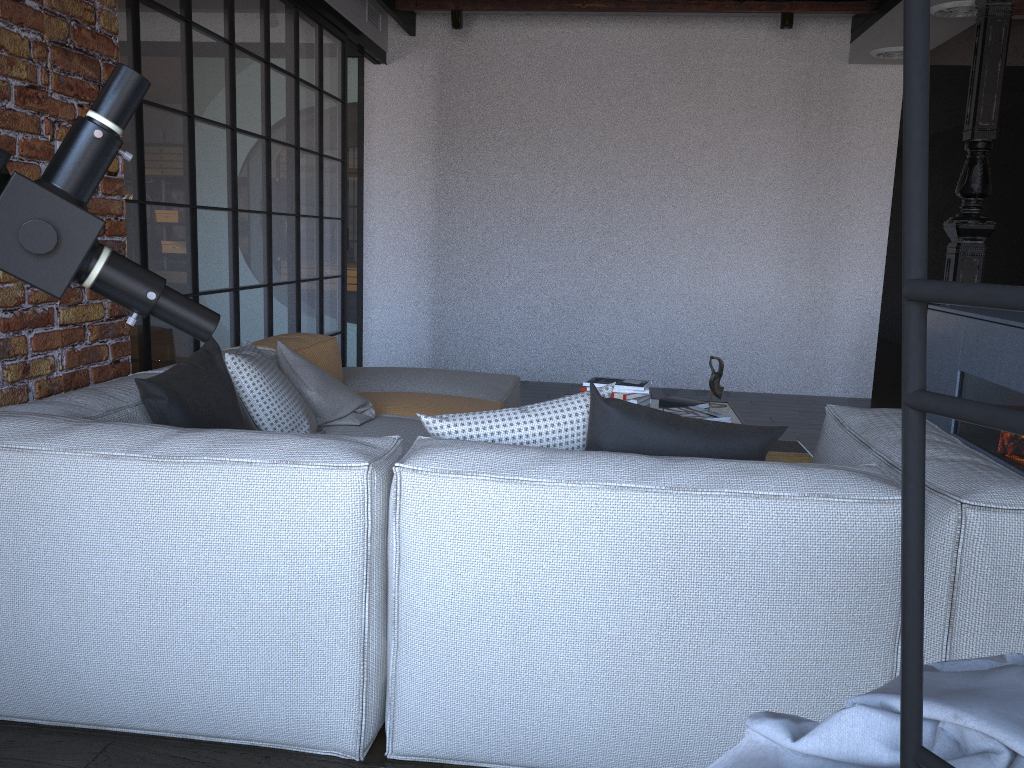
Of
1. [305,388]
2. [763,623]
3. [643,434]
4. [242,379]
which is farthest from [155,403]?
[763,623]

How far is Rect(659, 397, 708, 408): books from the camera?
3.79m

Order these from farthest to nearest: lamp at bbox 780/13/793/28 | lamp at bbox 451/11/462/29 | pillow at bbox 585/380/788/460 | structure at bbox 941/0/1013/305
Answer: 1. lamp at bbox 451/11/462/29
2. lamp at bbox 780/13/793/28
3. structure at bbox 941/0/1013/305
4. pillow at bbox 585/380/788/460

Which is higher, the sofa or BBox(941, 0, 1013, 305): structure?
BBox(941, 0, 1013, 305): structure

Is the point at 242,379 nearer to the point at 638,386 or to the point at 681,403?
the point at 638,386

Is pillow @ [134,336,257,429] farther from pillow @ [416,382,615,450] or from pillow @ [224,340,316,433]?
pillow @ [416,382,615,450]

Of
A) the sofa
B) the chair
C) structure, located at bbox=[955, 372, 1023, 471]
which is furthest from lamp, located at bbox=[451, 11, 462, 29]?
the chair

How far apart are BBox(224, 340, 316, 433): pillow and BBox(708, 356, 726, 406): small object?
1.78m

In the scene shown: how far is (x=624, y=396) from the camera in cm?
370

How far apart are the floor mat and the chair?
3.96m
